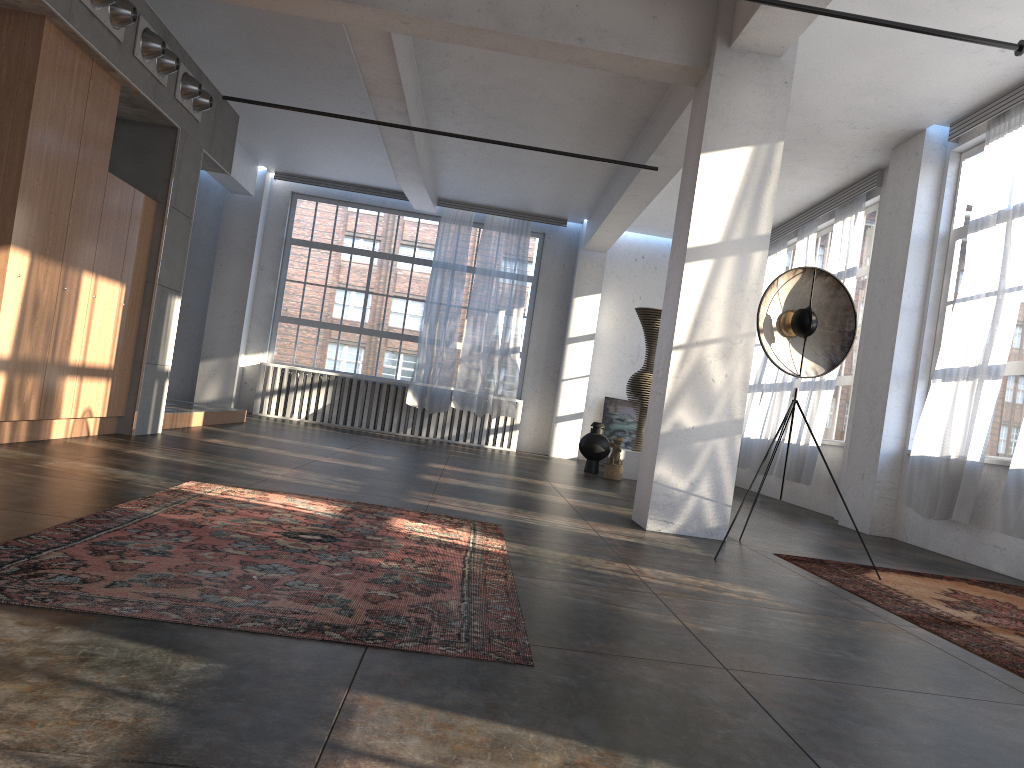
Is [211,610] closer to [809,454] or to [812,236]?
[809,454]

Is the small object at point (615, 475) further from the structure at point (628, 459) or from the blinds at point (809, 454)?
the blinds at point (809, 454)

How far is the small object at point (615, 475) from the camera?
11.1m

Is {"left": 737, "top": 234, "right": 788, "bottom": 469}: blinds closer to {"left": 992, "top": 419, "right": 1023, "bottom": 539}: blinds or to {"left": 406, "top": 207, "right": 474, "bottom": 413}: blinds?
{"left": 406, "top": 207, "right": 474, "bottom": 413}: blinds

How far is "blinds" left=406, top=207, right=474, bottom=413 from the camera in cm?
1434

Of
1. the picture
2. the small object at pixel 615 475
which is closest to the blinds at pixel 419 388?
the picture

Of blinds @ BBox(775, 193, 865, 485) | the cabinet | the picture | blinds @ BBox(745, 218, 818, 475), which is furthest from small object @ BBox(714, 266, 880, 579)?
the picture

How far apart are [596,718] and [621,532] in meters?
A: 3.8 m

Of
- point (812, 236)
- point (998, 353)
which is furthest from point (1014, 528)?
point (812, 236)

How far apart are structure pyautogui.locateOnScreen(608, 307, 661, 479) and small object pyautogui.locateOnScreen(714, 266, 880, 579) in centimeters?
589cm
